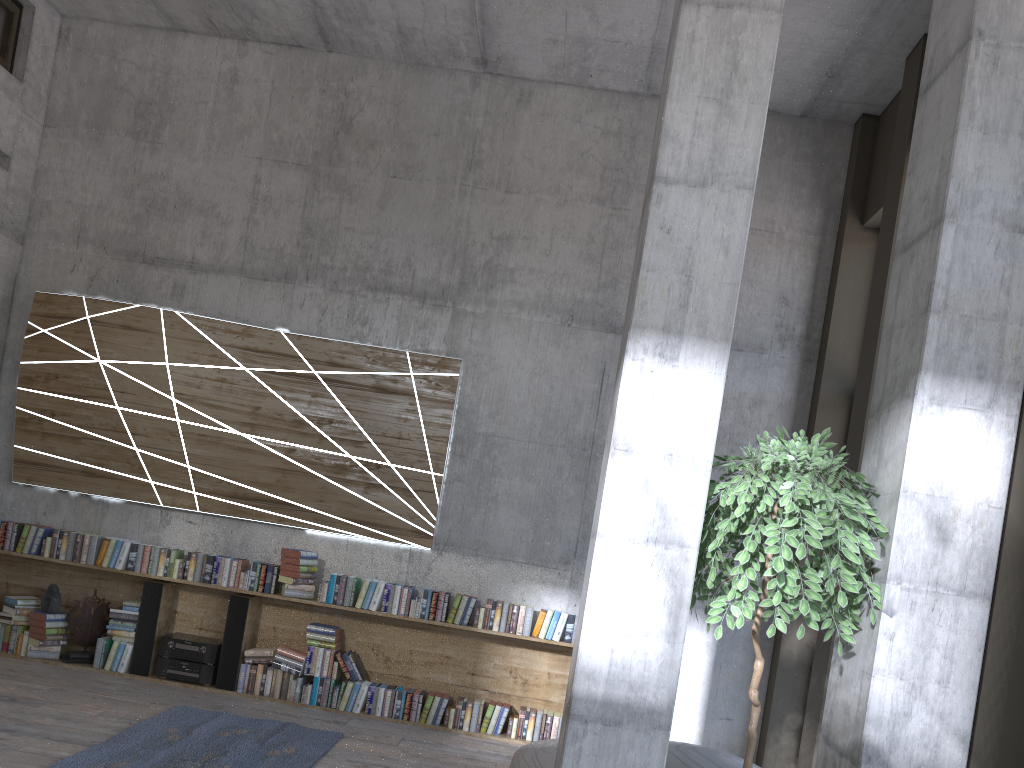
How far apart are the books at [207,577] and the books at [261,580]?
0.1m

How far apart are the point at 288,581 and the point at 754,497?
4.22m

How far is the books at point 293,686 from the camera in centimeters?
644cm

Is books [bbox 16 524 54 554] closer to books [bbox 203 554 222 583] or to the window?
books [bbox 203 554 222 583]

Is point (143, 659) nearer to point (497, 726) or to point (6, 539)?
point (6, 539)

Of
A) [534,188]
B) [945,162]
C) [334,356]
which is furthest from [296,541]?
[945,162]

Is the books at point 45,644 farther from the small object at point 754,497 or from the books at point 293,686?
the small object at point 754,497

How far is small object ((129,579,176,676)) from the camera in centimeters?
653cm

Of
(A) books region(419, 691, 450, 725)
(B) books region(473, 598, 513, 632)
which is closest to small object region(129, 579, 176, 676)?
(A) books region(419, 691, 450, 725)

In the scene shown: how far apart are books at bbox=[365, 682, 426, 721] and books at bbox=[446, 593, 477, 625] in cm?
56
